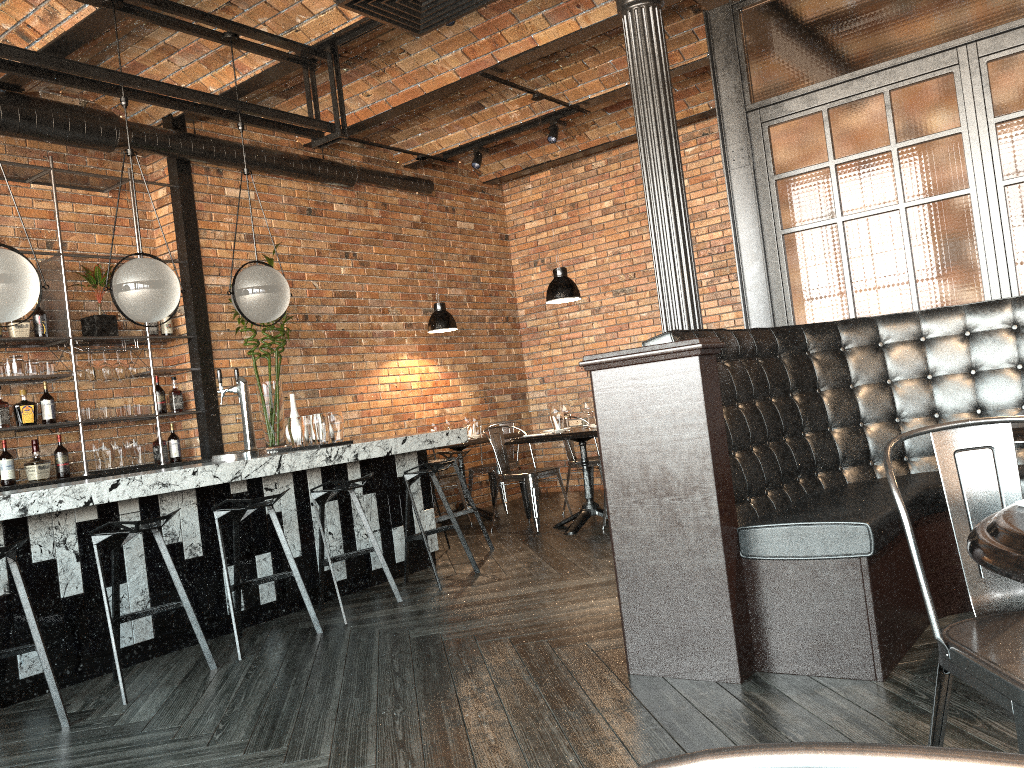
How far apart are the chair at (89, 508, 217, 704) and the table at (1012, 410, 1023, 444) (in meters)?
3.26

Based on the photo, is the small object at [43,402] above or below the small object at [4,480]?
above

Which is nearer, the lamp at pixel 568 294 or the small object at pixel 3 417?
the small object at pixel 3 417

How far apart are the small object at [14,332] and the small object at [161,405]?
1.0m

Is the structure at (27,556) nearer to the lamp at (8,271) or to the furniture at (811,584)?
the lamp at (8,271)

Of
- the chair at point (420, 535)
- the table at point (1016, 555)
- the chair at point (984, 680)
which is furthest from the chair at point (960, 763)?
the chair at point (420, 535)

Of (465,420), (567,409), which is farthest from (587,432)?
(465,420)

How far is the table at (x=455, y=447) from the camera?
7.8m

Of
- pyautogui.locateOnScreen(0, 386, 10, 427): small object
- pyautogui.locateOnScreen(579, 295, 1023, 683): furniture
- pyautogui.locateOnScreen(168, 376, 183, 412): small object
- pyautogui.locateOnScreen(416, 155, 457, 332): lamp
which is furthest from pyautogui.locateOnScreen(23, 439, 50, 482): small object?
pyautogui.locateOnScreen(579, 295, 1023, 683): furniture

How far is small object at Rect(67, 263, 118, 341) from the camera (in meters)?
6.21
